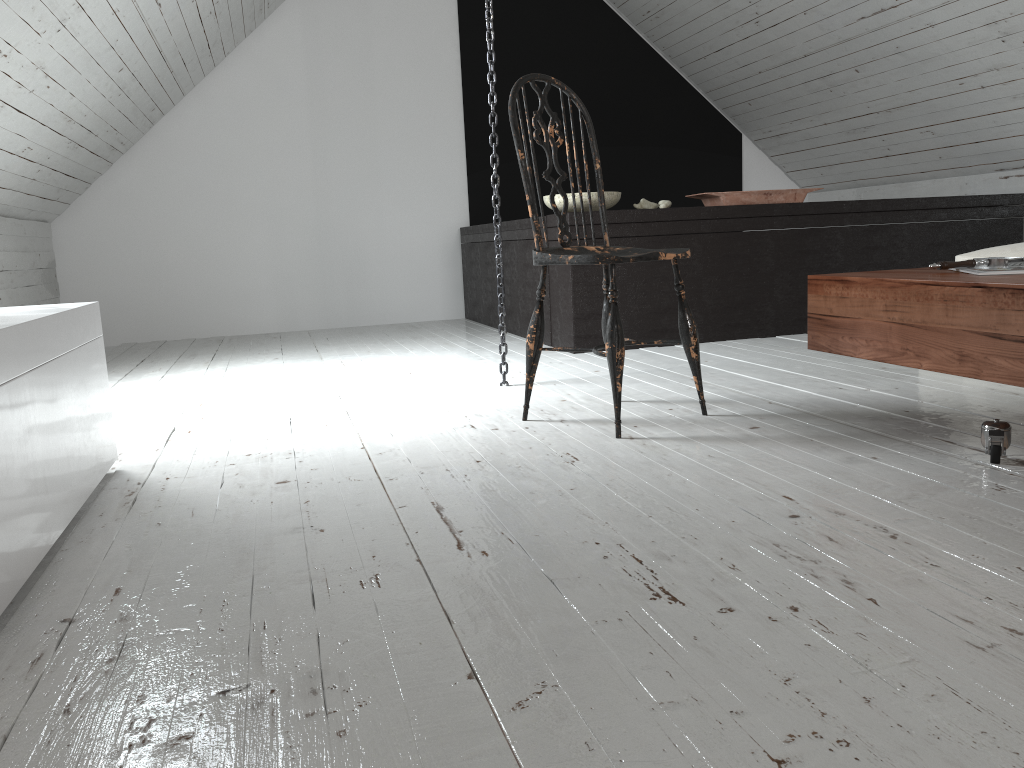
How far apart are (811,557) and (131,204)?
4.86m

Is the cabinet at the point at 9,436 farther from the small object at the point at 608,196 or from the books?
the small object at the point at 608,196

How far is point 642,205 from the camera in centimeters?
385cm

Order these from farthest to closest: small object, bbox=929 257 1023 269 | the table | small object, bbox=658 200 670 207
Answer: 1. small object, bbox=658 200 670 207
2. small object, bbox=929 257 1023 269
3. the table

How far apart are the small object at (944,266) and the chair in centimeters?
58cm

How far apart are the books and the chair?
0.66m

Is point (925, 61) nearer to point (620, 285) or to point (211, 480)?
point (620, 285)

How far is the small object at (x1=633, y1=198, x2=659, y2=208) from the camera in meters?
3.9

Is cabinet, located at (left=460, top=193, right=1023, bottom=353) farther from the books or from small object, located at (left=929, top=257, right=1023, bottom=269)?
the books

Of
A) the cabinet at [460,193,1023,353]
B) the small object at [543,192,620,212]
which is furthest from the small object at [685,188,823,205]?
the small object at [543,192,620,212]
